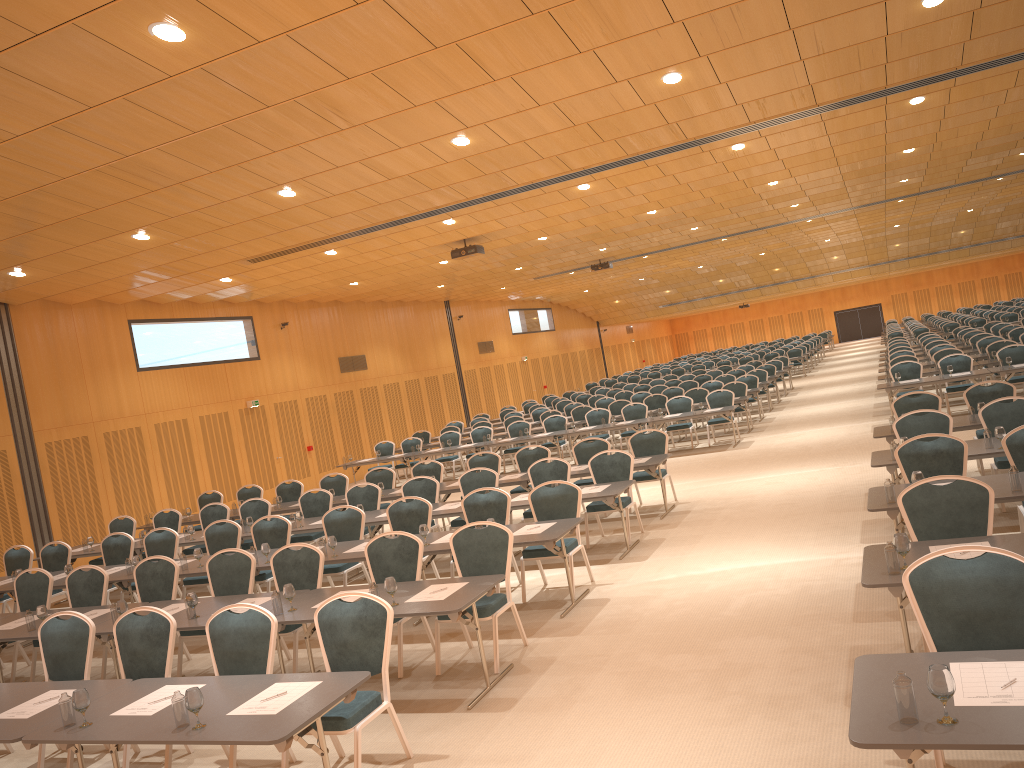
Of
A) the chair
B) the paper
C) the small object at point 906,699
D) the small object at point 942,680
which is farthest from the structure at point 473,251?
the small object at point 906,699

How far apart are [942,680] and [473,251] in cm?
1524

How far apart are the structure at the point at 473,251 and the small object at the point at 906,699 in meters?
9.6 m

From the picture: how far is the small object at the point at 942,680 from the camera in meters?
3.3 m

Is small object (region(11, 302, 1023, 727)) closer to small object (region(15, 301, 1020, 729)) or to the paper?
small object (region(15, 301, 1020, 729))

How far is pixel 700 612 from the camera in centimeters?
766cm

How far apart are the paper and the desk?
0.03m

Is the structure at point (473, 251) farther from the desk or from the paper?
the paper

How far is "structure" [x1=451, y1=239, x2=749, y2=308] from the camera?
17.88m

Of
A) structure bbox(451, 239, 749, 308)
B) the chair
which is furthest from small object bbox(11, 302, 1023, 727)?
structure bbox(451, 239, 749, 308)
